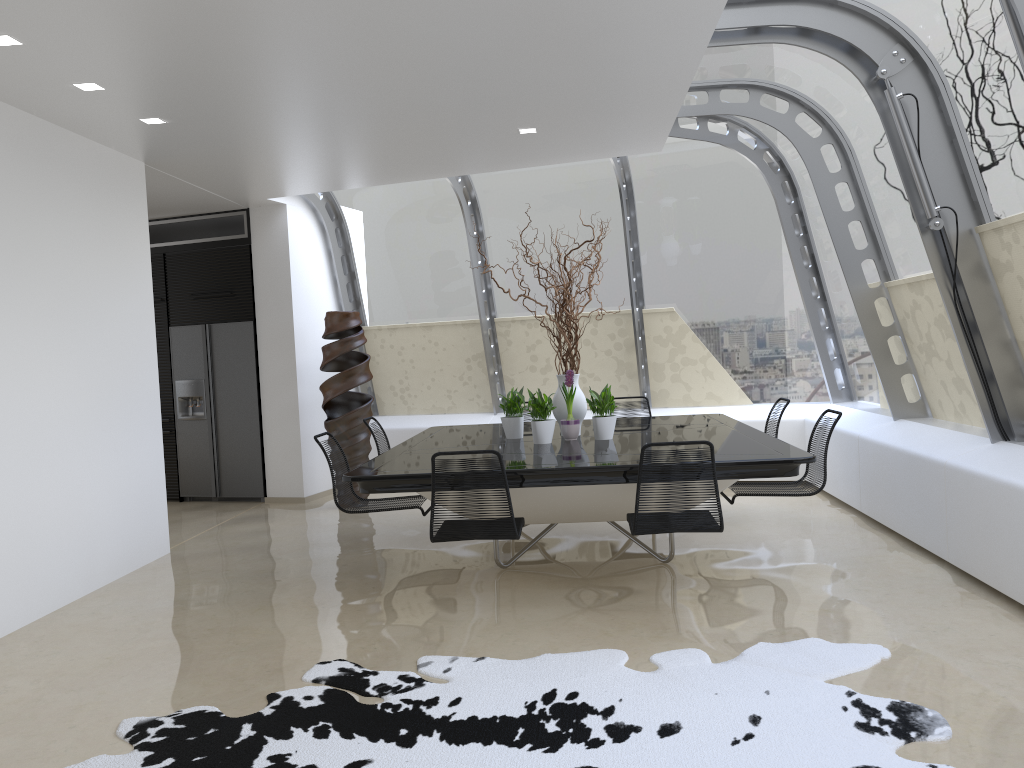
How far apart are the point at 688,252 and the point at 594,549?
3.6 meters

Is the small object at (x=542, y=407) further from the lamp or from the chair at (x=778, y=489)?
the lamp

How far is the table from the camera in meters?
4.6

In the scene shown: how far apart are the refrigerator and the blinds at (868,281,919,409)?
5.7 meters

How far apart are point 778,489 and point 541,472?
1.69m

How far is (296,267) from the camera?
8.7m

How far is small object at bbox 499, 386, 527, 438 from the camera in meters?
6.2

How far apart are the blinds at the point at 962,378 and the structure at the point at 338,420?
4.5 meters

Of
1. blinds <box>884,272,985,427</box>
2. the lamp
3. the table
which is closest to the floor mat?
the table

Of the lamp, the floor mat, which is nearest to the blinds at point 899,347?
the floor mat
